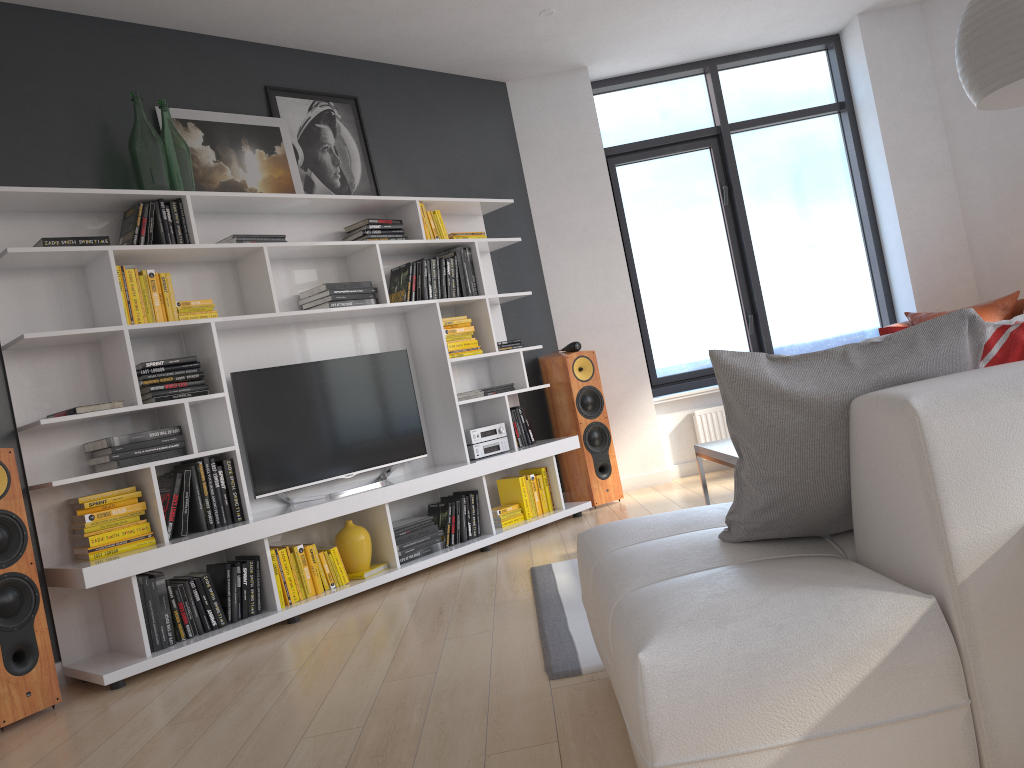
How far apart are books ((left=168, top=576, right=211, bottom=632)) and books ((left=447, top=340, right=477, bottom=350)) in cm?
203

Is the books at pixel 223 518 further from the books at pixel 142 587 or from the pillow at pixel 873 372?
the pillow at pixel 873 372

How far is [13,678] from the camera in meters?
3.2

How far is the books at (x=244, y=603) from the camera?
4.0m

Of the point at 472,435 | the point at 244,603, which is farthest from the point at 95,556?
the point at 472,435

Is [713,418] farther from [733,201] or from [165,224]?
[165,224]

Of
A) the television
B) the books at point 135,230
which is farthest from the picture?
the television

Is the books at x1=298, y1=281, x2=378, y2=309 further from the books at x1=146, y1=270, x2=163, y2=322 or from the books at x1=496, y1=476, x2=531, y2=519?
the books at x1=496, y1=476, x2=531, y2=519

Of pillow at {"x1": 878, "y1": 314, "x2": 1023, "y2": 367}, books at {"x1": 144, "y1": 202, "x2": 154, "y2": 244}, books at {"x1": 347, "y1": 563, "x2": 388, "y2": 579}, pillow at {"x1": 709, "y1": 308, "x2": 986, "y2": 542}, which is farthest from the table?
books at {"x1": 144, "y1": 202, "x2": 154, "y2": 244}

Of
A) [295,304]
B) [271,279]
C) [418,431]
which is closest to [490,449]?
[418,431]
